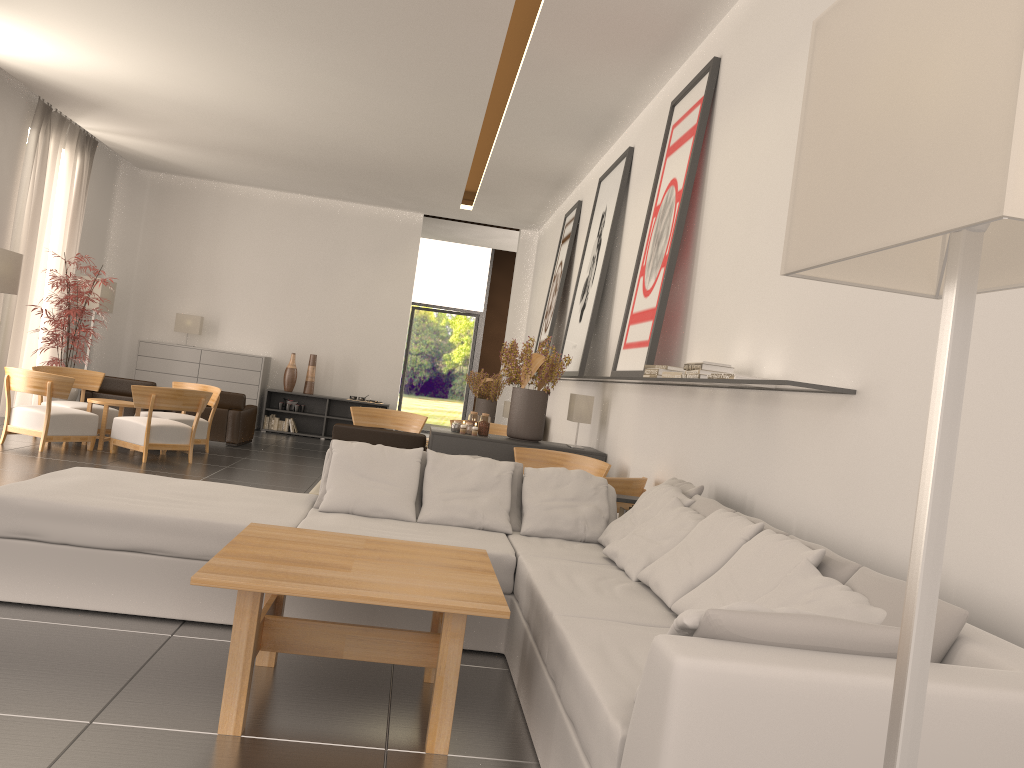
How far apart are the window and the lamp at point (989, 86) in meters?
27.6 m

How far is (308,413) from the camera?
22.5m

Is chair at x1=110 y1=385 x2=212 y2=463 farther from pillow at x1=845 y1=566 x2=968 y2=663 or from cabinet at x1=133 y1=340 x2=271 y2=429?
pillow at x1=845 y1=566 x2=968 y2=663

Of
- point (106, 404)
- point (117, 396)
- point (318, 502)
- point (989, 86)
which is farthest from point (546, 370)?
point (989, 86)

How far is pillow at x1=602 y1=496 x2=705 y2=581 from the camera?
6.3 meters

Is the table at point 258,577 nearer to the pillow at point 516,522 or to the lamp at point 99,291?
the pillow at point 516,522

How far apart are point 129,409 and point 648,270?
12.00m

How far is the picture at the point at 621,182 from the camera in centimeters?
1308cm

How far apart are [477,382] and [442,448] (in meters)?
9.56

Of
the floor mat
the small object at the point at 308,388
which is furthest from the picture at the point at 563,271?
the small object at the point at 308,388
